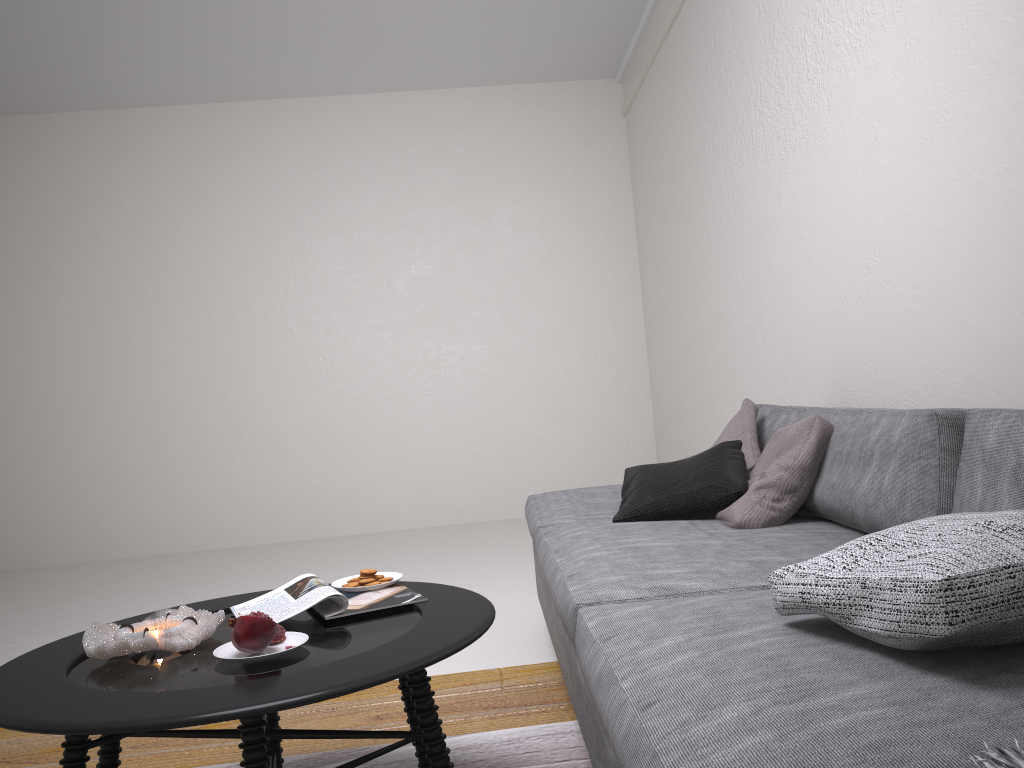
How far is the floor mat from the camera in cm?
206

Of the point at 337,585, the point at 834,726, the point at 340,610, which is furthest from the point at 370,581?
the point at 834,726

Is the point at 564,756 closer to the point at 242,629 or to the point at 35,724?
the point at 242,629

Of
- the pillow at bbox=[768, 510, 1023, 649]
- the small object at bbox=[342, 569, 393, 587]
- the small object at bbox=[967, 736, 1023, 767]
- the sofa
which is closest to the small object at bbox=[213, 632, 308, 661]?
the small object at bbox=[342, 569, 393, 587]

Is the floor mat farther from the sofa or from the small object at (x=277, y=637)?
the small object at (x=277, y=637)

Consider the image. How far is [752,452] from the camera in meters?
2.8

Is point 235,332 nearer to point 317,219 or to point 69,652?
point 317,219

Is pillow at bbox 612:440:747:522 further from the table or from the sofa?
the table

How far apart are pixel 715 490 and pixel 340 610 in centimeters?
119cm

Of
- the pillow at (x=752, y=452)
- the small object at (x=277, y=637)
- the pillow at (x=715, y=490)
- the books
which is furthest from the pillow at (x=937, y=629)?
the pillow at (x=752, y=452)
